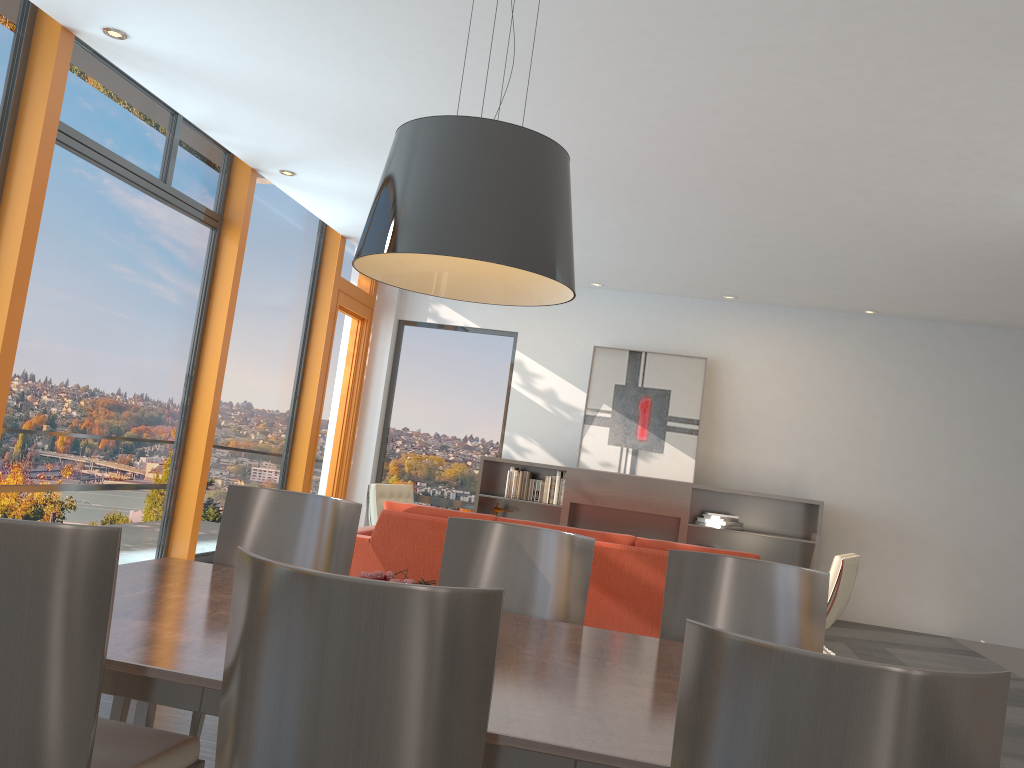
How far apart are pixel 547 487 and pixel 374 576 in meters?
6.9 m

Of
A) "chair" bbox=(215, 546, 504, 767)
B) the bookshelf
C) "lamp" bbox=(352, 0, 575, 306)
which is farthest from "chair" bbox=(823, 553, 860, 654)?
"chair" bbox=(215, 546, 504, 767)

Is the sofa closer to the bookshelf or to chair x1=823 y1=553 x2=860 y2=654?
chair x1=823 y1=553 x2=860 y2=654

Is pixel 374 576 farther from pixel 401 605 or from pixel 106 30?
pixel 106 30

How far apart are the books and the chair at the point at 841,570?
3.3 meters

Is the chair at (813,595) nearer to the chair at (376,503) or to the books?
the chair at (376,503)

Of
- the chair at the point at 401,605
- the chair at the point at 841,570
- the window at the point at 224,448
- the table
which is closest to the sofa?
the chair at the point at 841,570

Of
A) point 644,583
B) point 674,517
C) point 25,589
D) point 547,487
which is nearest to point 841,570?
point 644,583

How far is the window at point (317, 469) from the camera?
9.19m

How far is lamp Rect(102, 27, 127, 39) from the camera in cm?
470
